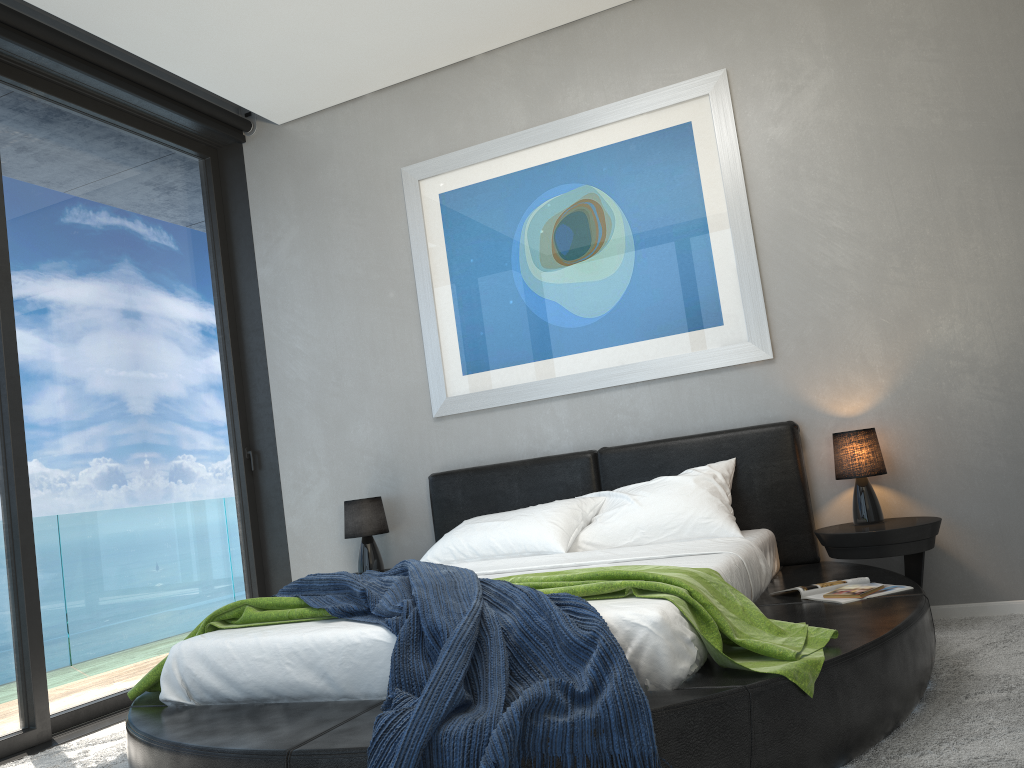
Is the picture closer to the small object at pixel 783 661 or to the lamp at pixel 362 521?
the lamp at pixel 362 521

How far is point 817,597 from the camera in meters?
3.0

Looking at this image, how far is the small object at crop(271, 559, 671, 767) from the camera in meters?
1.9

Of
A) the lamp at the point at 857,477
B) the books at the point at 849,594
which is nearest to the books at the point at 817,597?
the books at the point at 849,594

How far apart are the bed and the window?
1.1 meters

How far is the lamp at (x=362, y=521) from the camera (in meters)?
4.69

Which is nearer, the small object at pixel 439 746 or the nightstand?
the small object at pixel 439 746

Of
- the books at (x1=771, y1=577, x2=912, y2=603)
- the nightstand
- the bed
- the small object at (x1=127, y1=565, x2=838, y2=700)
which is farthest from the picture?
the small object at (x1=127, y1=565, x2=838, y2=700)

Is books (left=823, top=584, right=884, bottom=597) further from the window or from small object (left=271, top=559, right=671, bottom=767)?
the window

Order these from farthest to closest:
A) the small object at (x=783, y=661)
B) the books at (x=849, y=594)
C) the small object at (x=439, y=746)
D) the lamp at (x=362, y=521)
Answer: the lamp at (x=362, y=521) < the books at (x=849, y=594) < the small object at (x=783, y=661) < the small object at (x=439, y=746)
